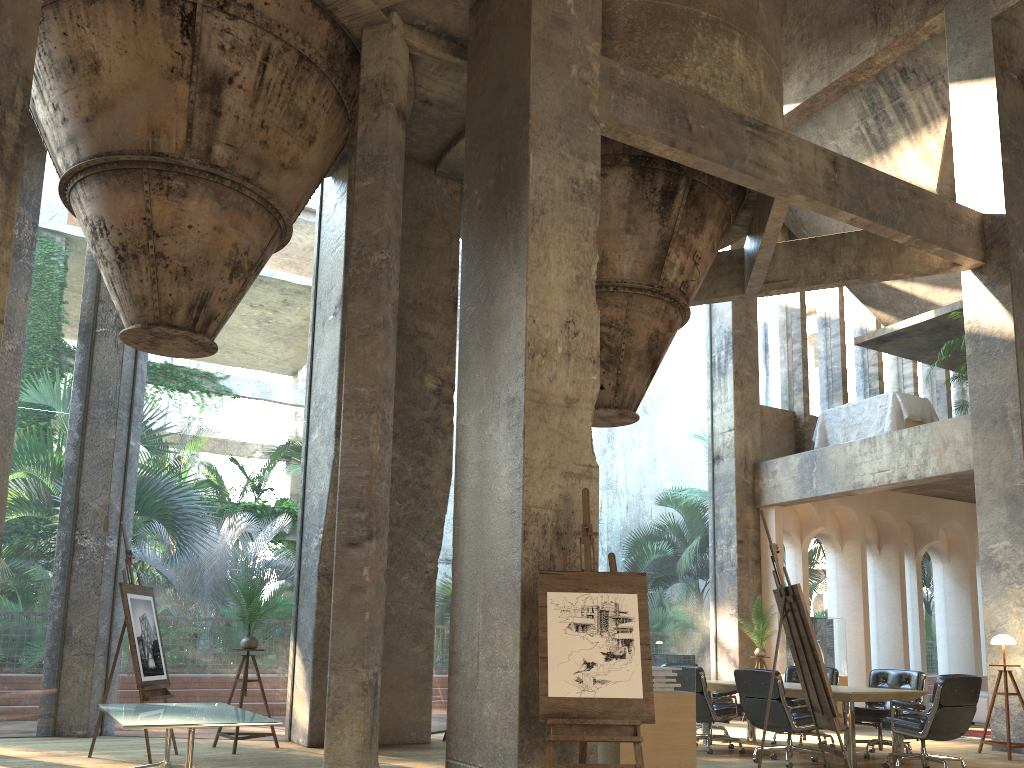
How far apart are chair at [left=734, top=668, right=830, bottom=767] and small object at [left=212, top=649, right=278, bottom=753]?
4.6m

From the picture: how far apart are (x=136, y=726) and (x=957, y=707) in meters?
6.4 m

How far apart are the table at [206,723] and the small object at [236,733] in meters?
1.6

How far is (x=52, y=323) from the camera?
41.3 meters

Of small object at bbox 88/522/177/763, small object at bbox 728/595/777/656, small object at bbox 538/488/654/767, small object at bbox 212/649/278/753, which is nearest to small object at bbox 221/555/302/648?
small object at bbox 212/649/278/753

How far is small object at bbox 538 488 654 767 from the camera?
5.0m

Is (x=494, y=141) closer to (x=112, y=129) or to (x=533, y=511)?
(x=533, y=511)

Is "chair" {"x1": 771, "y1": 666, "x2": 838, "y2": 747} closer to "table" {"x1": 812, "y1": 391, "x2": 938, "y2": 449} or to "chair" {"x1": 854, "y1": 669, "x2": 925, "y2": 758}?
"chair" {"x1": 854, "y1": 669, "x2": 925, "y2": 758}

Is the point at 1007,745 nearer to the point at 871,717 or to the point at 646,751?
the point at 871,717

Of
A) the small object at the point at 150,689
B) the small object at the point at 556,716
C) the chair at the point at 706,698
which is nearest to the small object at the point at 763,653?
the chair at the point at 706,698
